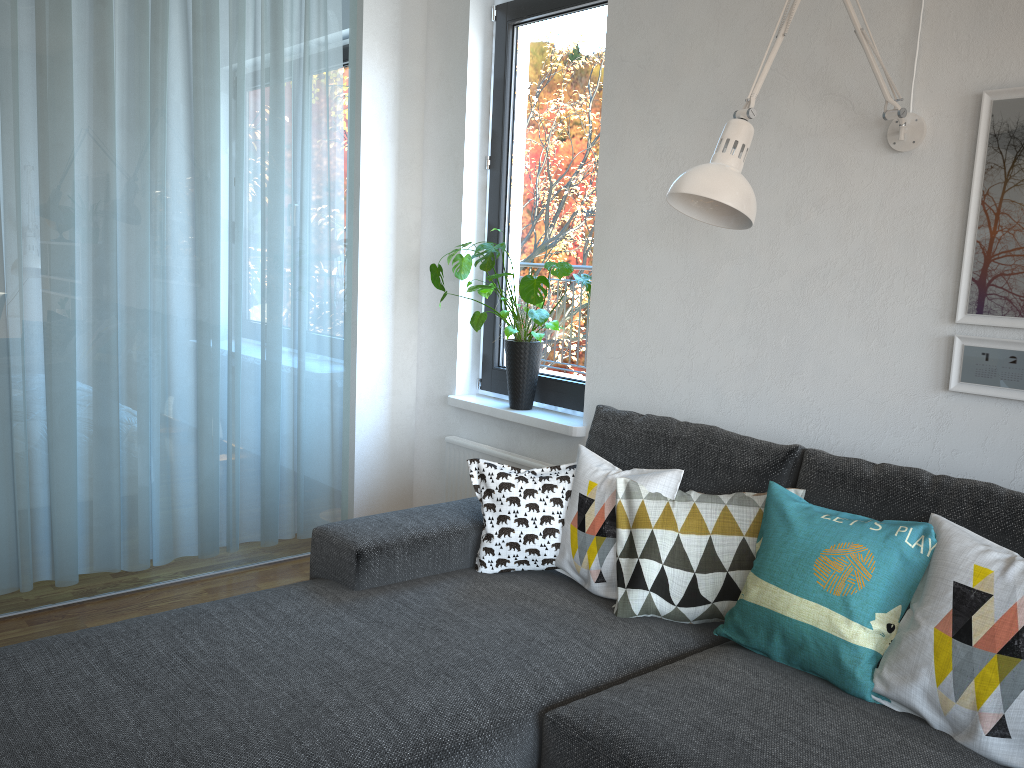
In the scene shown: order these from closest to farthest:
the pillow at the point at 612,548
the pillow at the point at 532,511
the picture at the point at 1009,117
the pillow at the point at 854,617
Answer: the pillow at the point at 854,617, the picture at the point at 1009,117, the pillow at the point at 612,548, the pillow at the point at 532,511

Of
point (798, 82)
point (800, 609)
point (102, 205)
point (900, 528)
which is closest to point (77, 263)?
point (102, 205)

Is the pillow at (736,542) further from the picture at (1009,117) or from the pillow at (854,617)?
the picture at (1009,117)

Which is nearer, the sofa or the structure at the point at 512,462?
the sofa

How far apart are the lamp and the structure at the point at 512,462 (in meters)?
1.35

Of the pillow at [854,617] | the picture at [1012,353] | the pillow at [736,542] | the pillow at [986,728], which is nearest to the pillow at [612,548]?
the pillow at [736,542]

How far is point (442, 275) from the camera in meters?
3.1

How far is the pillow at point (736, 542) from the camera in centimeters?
203cm

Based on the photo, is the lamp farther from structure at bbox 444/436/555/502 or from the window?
structure at bbox 444/436/555/502

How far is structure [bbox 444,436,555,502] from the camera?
3.3m
